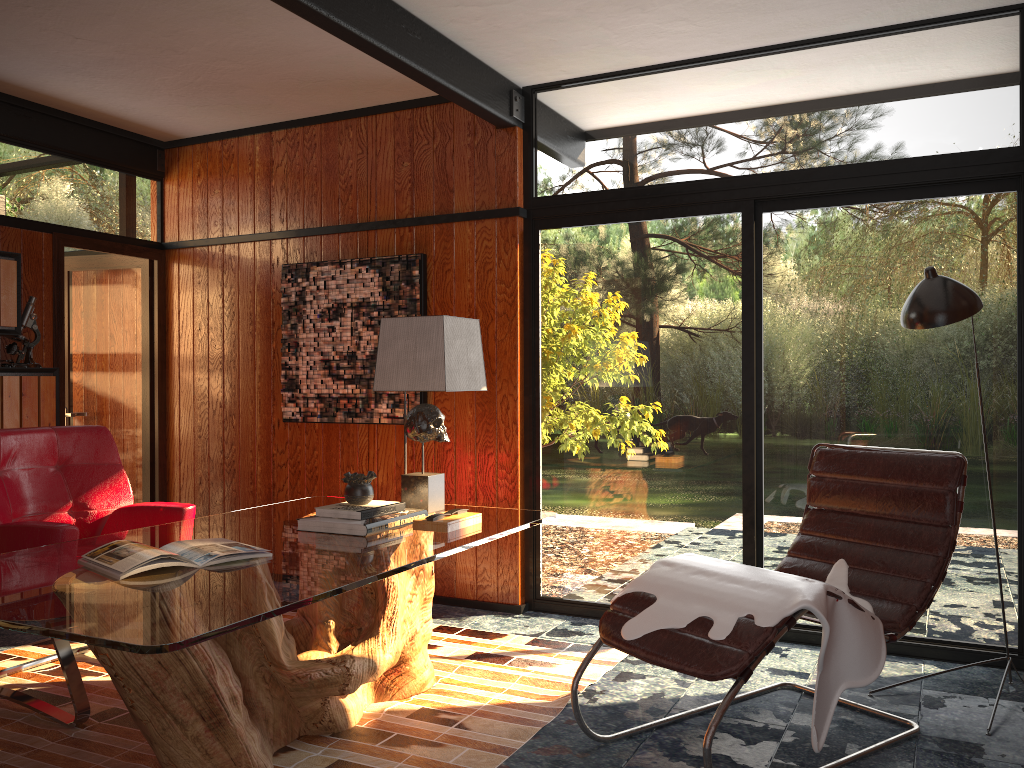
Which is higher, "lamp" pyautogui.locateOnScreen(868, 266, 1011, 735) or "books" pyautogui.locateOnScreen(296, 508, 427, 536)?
"lamp" pyautogui.locateOnScreen(868, 266, 1011, 735)

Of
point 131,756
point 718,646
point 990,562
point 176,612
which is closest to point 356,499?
point 131,756

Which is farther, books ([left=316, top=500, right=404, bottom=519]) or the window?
the window

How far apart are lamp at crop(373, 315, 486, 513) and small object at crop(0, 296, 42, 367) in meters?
2.1 m

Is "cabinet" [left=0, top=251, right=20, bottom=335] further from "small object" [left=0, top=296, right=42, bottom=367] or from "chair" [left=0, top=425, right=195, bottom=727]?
"chair" [left=0, top=425, right=195, bottom=727]

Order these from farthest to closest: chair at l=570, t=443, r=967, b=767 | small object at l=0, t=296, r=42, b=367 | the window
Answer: small object at l=0, t=296, r=42, b=367, the window, chair at l=570, t=443, r=967, b=767

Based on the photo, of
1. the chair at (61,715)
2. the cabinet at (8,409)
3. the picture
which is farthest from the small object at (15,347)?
the picture

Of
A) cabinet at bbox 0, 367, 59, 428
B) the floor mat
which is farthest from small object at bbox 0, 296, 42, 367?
the floor mat

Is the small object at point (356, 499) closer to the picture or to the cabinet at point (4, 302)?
the picture

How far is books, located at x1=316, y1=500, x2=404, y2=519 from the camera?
2.9 meters
